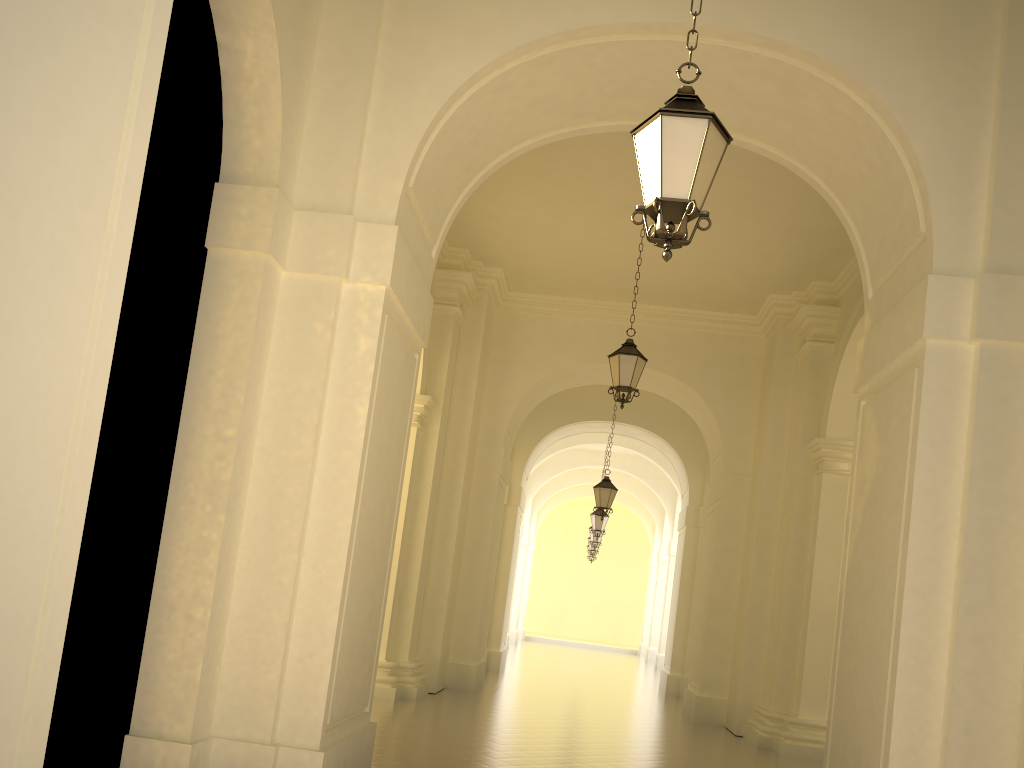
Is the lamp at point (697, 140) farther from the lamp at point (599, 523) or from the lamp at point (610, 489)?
the lamp at point (599, 523)

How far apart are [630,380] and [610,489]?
6.4 meters

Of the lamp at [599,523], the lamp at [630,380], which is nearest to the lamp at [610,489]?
the lamp at [599,523]

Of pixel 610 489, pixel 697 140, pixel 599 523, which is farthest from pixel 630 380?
pixel 599 523

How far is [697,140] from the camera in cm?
437

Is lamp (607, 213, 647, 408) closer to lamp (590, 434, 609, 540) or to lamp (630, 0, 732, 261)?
lamp (630, 0, 732, 261)

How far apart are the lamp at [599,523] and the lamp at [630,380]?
11.3m

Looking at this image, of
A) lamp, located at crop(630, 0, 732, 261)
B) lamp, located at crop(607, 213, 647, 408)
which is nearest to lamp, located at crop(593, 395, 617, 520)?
lamp, located at crop(607, 213, 647, 408)

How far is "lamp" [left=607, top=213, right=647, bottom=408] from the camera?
10.8 meters

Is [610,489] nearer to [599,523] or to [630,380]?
[599,523]
